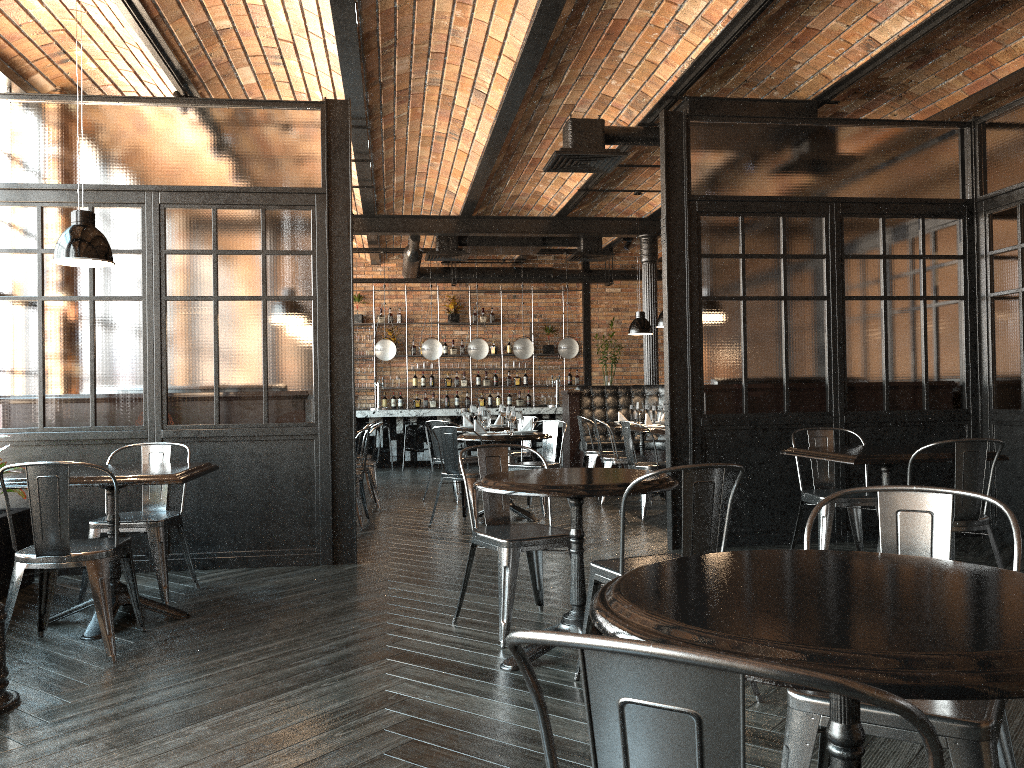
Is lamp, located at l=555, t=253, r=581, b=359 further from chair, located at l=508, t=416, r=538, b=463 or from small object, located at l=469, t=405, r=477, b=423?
small object, located at l=469, t=405, r=477, b=423

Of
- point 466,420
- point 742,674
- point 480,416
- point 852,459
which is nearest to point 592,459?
point 466,420

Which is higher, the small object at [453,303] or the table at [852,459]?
the small object at [453,303]

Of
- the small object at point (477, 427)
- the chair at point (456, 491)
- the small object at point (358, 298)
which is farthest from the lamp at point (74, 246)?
the small object at point (358, 298)

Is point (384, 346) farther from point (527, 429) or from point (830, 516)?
point (830, 516)

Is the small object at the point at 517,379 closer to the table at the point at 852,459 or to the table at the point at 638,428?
the table at the point at 638,428

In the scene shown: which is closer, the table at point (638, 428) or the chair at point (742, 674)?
the chair at point (742, 674)

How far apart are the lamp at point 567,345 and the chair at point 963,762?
11.9 meters

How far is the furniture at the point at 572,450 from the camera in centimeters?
1130cm

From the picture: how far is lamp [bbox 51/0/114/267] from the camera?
4.3m
